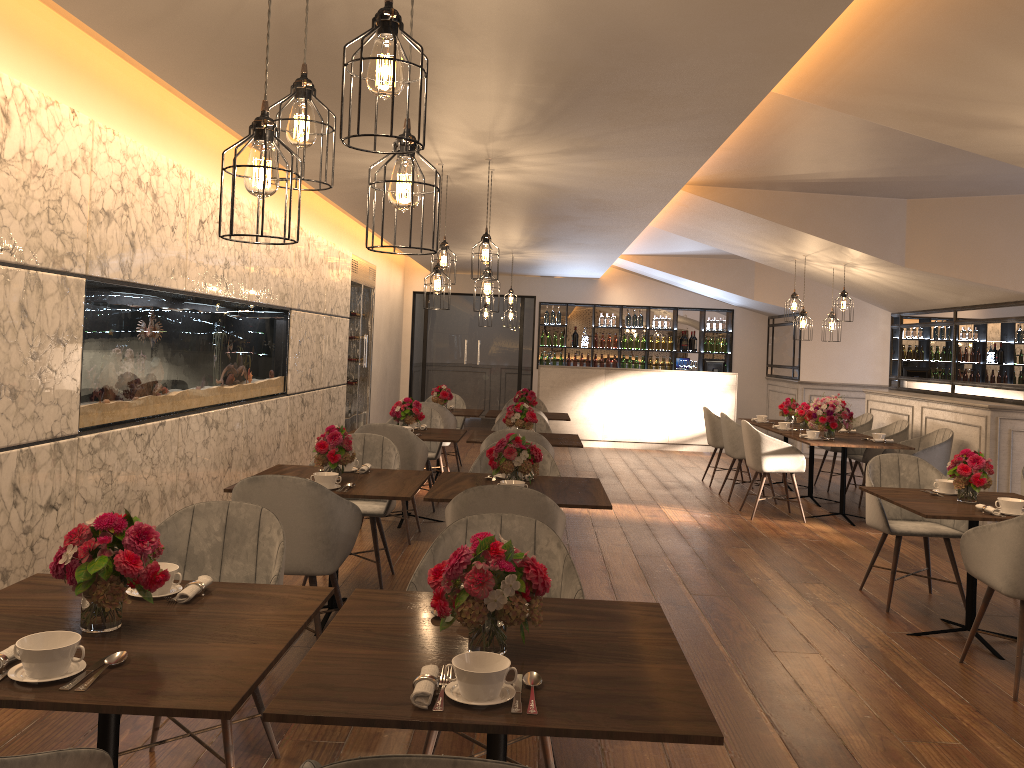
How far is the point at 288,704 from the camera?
1.8m

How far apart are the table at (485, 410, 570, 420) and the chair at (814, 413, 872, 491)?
3.00m

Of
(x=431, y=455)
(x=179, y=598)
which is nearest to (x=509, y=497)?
(x=179, y=598)

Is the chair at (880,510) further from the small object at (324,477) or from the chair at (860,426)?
the chair at (860,426)

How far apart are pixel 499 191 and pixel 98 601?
5.18m

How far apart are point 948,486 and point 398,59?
4.4 meters

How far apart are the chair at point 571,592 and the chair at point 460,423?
7.2 meters

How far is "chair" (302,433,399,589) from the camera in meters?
5.2 m

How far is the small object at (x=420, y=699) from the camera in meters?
1.8

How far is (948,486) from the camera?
5.00m
